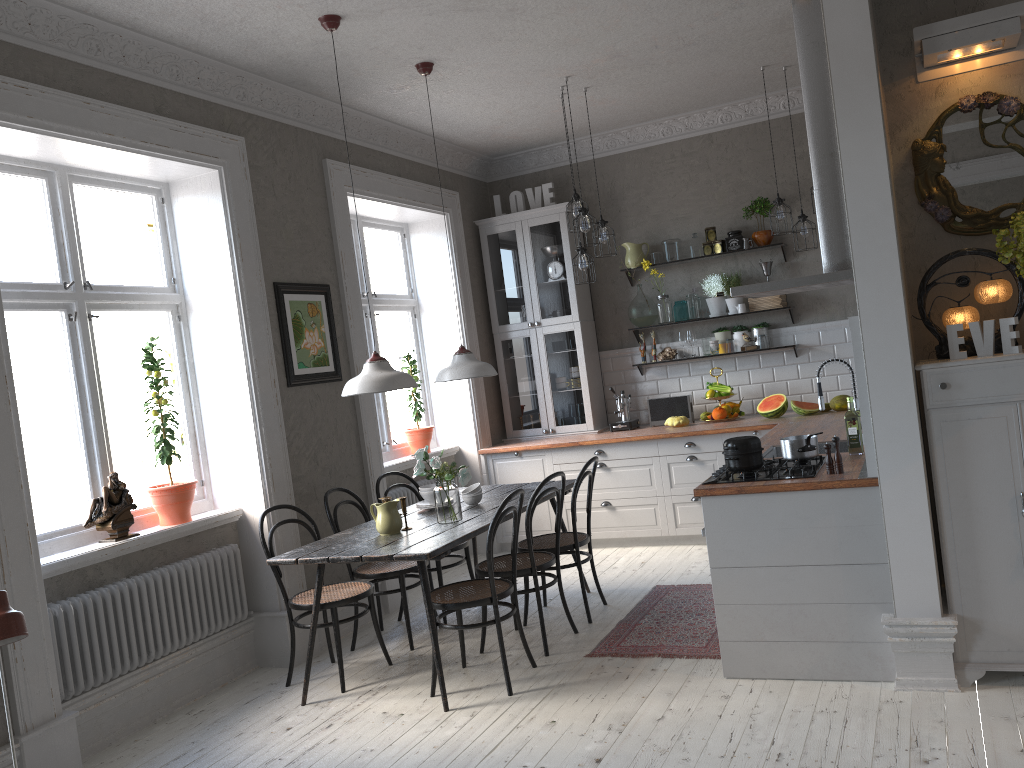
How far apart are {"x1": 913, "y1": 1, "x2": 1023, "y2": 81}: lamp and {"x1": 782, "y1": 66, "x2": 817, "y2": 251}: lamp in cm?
230

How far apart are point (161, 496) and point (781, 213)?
4.3m

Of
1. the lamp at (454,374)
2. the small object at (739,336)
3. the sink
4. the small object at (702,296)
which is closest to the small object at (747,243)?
the small object at (702,296)

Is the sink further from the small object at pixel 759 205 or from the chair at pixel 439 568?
the small object at pixel 759 205

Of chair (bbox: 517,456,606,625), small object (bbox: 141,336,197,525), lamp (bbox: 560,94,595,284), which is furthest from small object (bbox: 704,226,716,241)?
small object (bbox: 141,336,197,525)

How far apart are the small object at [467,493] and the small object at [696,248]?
3.0m

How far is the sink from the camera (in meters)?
4.79

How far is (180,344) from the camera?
5.1 meters

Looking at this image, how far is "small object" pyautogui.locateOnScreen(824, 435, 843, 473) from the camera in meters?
3.7 m

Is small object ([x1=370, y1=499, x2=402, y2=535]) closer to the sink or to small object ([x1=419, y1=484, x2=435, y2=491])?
small object ([x1=419, y1=484, x2=435, y2=491])
